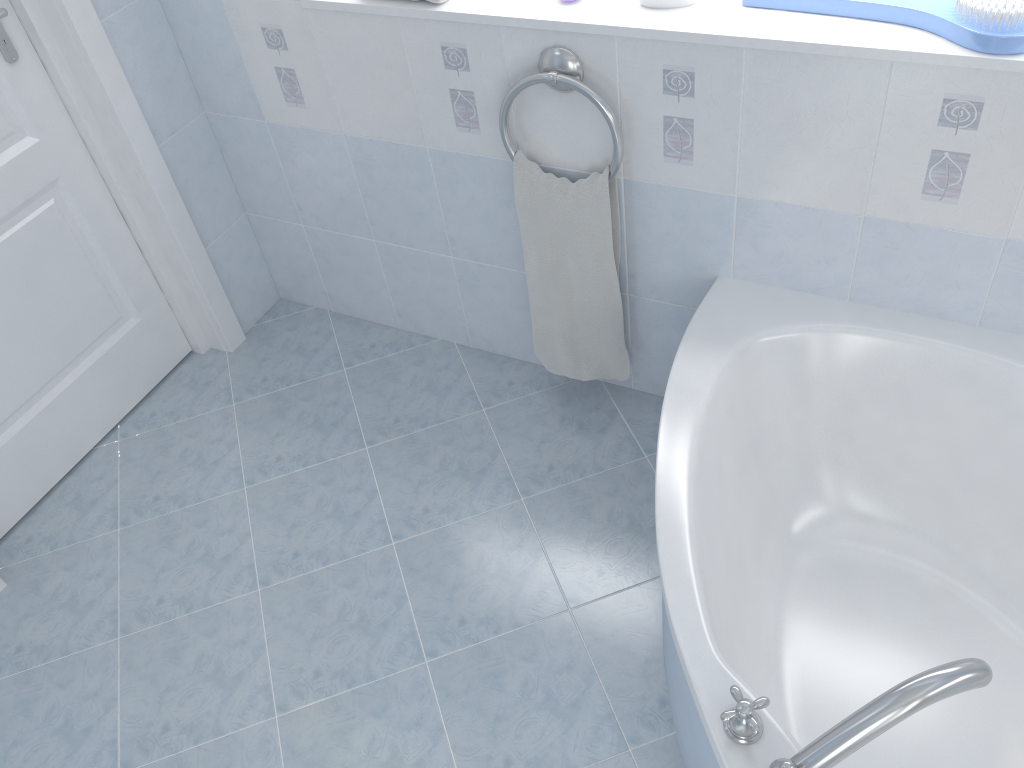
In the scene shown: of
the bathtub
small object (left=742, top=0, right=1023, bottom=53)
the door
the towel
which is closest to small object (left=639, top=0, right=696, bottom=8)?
small object (left=742, top=0, right=1023, bottom=53)

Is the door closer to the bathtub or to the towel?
the towel

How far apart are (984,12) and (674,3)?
0.5m

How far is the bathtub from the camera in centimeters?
142cm

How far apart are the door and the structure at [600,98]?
1.1m

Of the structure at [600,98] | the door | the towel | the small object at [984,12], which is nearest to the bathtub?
the towel

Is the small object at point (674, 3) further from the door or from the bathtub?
the door

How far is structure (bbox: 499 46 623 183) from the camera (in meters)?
1.79

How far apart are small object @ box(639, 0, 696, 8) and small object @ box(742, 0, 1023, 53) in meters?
0.1

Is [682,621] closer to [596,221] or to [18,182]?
[596,221]
